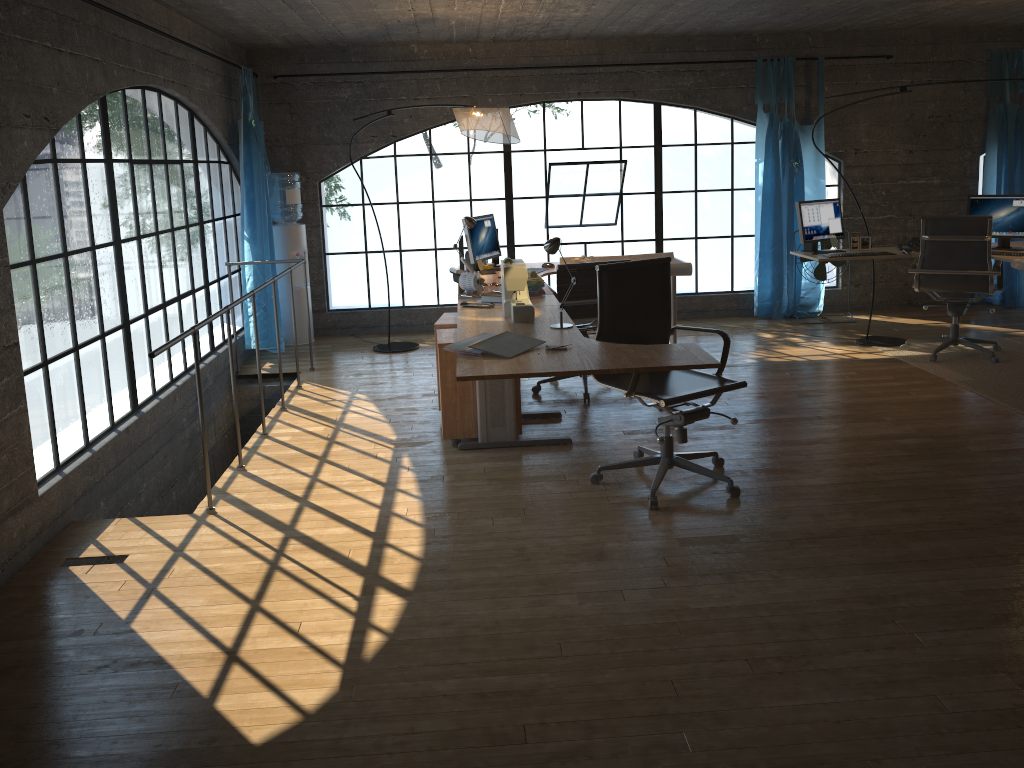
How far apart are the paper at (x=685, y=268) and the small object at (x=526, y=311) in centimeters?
195cm

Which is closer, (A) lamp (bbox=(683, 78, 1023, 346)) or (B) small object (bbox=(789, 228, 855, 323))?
(A) lamp (bbox=(683, 78, 1023, 346))

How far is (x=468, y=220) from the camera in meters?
5.7 m

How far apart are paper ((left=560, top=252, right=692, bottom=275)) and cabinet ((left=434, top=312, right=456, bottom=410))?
1.43m

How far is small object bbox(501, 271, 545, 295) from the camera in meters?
4.9

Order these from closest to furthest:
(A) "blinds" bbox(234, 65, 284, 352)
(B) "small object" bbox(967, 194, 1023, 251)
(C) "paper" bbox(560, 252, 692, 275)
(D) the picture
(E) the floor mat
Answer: (E) the floor mat < (C) "paper" bbox(560, 252, 692, 275) < (B) "small object" bbox(967, 194, 1023, 251) < (D) the picture < (A) "blinds" bbox(234, 65, 284, 352)

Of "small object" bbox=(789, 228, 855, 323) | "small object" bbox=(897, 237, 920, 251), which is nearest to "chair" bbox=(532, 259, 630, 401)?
"small object" bbox=(897, 237, 920, 251)

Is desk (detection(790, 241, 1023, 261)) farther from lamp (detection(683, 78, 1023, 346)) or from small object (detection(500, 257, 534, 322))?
small object (detection(500, 257, 534, 322))

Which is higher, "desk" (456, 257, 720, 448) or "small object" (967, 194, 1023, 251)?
"small object" (967, 194, 1023, 251)

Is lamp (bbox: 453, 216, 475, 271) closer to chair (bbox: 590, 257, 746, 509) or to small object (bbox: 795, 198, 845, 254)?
chair (bbox: 590, 257, 746, 509)
